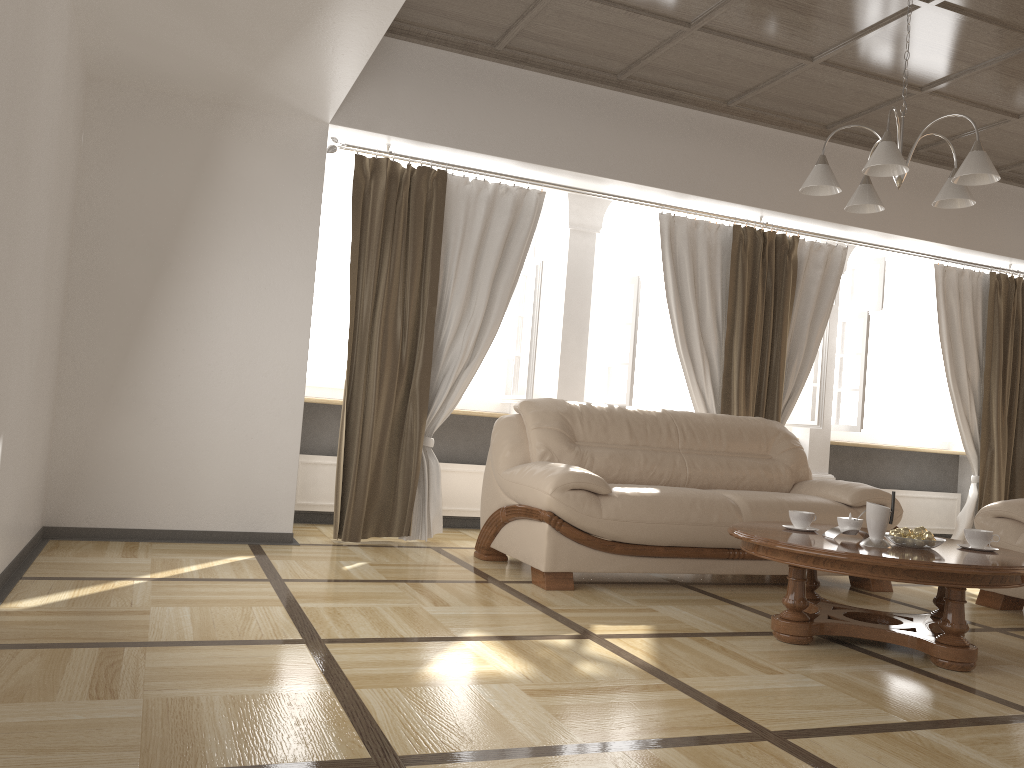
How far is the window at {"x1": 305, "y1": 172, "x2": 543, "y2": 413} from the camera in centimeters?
581cm

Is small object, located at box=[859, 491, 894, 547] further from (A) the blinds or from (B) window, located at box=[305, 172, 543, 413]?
(B) window, located at box=[305, 172, 543, 413]

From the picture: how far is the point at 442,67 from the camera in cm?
511

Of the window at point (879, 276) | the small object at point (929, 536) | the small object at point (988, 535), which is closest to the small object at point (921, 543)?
the small object at point (929, 536)

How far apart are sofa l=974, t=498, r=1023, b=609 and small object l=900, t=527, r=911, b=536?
1.37m

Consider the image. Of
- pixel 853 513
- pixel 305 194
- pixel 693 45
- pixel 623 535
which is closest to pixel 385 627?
pixel 623 535

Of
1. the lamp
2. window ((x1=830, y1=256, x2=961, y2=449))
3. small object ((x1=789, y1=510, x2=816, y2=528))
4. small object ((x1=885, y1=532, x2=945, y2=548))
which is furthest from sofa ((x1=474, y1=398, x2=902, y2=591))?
window ((x1=830, y1=256, x2=961, y2=449))

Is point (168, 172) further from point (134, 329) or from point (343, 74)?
point (343, 74)

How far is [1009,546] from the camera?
4.4 meters

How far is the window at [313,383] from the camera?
5.8m
